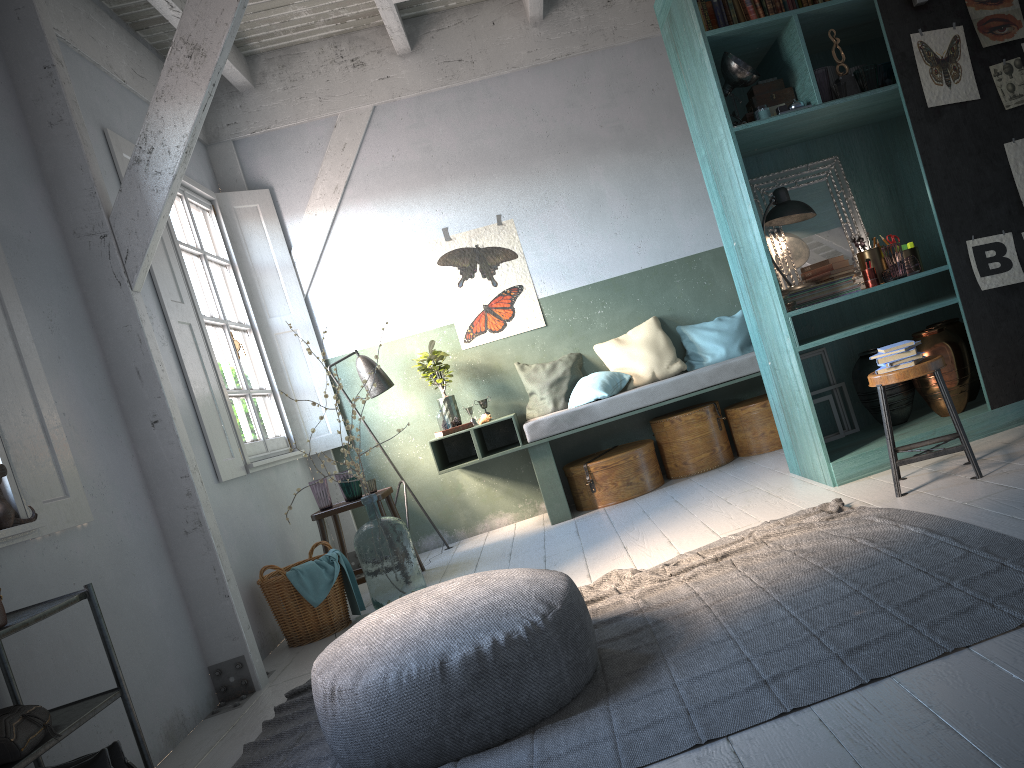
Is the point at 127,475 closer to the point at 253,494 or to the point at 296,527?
the point at 253,494

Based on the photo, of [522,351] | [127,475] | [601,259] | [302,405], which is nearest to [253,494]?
[302,405]

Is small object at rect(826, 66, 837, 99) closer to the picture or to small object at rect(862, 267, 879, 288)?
the picture

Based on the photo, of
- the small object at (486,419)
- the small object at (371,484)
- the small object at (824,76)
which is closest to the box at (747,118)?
the small object at (824,76)

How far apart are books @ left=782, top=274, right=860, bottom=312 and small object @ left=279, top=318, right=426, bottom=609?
2.8 meters

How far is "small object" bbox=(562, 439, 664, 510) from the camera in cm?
698

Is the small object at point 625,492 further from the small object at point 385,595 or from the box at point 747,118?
the box at point 747,118

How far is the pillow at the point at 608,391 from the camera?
7.17m

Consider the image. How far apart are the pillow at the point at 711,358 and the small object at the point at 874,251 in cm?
206

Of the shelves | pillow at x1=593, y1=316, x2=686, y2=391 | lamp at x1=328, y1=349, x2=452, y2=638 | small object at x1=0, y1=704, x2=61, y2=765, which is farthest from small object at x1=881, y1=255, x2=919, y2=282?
small object at x1=0, y1=704, x2=61, y2=765
